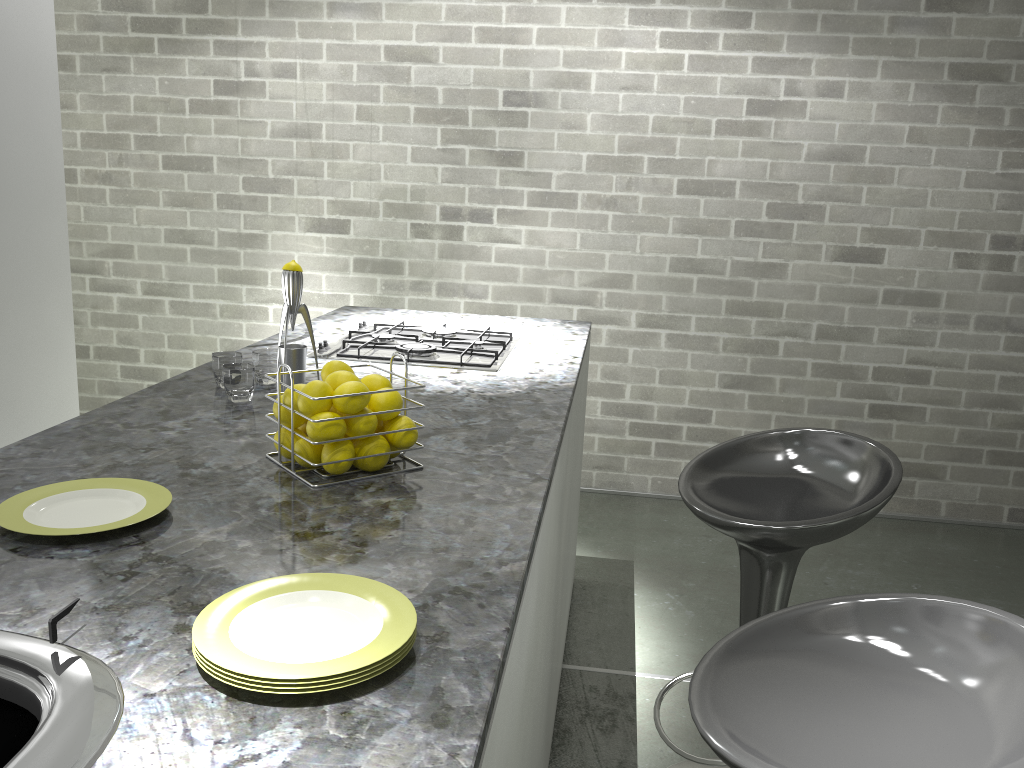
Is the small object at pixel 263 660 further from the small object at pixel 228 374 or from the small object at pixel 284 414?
the small object at pixel 228 374

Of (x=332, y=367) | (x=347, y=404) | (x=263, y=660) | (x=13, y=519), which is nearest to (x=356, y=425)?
(x=347, y=404)

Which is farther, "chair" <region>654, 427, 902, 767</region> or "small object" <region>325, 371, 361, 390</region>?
"chair" <region>654, 427, 902, 767</region>

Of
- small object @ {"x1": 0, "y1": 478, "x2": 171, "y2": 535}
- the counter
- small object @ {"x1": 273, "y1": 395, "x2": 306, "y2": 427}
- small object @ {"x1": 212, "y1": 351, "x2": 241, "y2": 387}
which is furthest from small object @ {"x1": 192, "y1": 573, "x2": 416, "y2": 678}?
small object @ {"x1": 212, "y1": 351, "x2": 241, "y2": 387}

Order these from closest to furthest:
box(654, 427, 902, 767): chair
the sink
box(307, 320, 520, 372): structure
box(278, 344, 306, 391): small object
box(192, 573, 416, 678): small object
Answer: the sink < box(192, 573, 416, 678): small object < box(654, 427, 902, 767): chair < box(278, 344, 306, 391): small object < box(307, 320, 520, 372): structure

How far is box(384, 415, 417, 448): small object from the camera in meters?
1.4

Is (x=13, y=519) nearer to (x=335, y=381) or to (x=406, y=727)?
(x=335, y=381)

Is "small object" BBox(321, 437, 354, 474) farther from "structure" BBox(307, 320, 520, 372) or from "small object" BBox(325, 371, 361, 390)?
"structure" BBox(307, 320, 520, 372)

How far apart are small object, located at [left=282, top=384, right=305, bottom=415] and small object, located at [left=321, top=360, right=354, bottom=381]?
0.1m

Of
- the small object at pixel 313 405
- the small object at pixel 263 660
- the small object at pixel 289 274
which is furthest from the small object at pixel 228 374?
the small object at pixel 263 660
